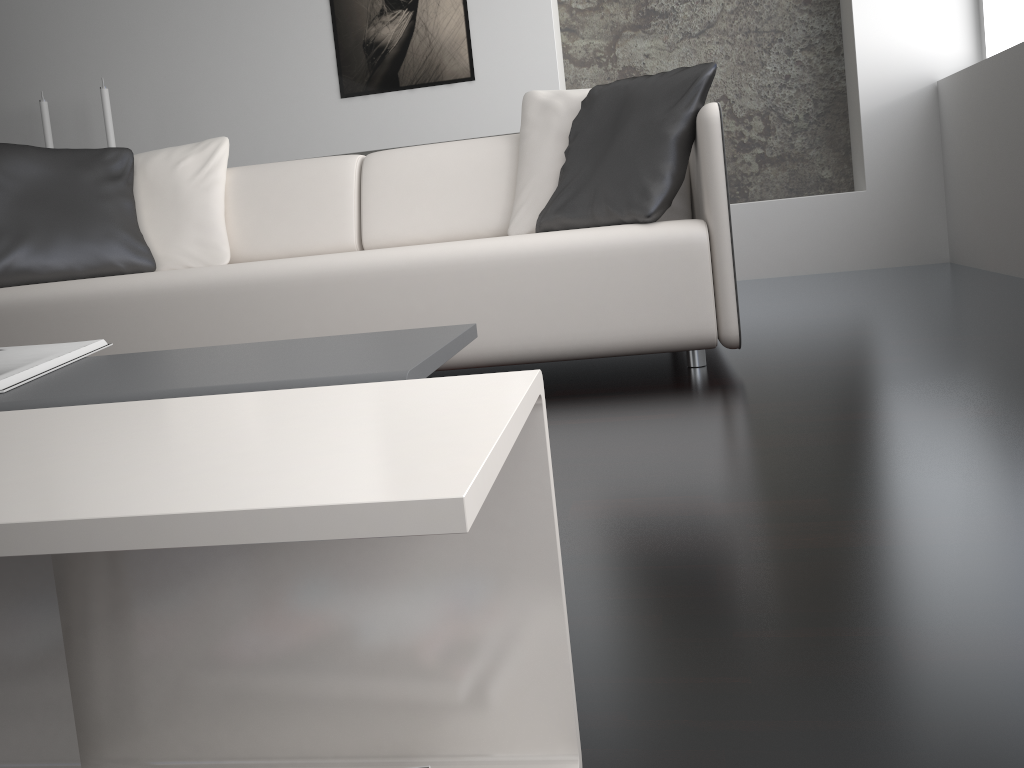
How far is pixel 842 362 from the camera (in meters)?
2.14

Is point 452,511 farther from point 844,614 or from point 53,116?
point 53,116

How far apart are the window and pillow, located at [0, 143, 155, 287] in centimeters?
366cm

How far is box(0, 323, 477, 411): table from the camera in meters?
0.7 m

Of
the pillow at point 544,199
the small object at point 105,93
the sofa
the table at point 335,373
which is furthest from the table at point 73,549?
the small object at point 105,93

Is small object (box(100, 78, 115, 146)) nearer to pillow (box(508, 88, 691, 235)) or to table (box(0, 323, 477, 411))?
pillow (box(508, 88, 691, 235))

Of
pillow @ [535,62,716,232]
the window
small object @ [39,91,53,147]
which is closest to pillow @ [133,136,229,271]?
pillow @ [535,62,716,232]

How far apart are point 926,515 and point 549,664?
0.7 meters

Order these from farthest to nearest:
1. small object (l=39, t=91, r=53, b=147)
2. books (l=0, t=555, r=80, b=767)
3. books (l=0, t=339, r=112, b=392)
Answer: small object (l=39, t=91, r=53, b=147) < books (l=0, t=339, r=112, b=392) < books (l=0, t=555, r=80, b=767)

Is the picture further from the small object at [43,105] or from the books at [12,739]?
the books at [12,739]
